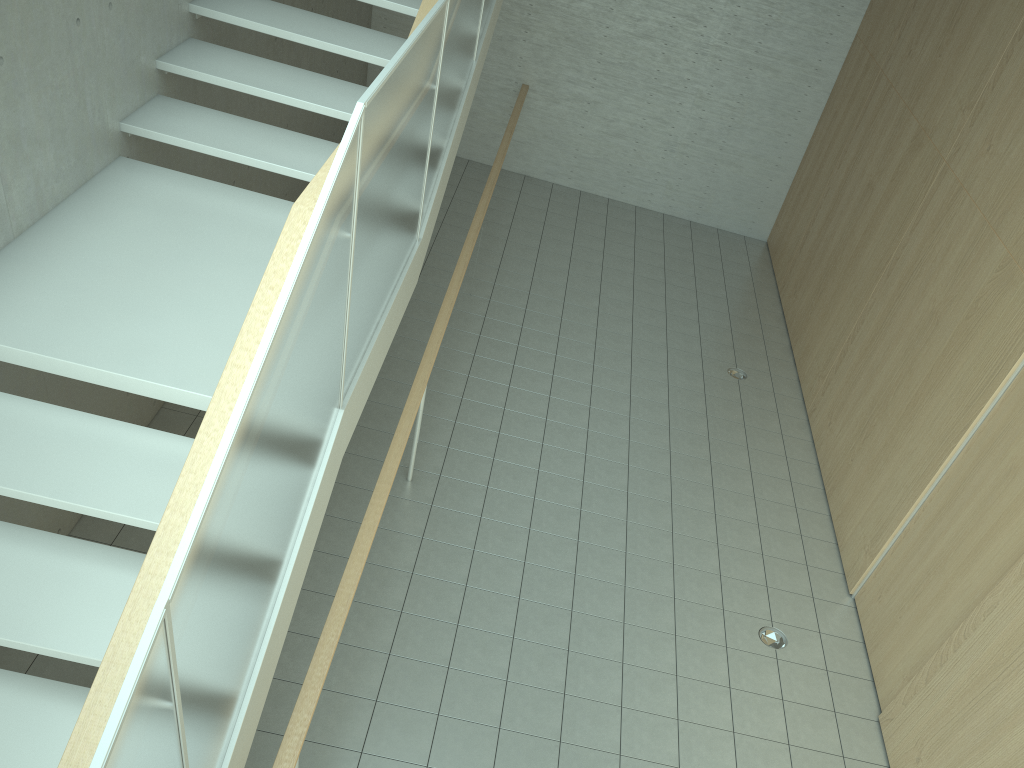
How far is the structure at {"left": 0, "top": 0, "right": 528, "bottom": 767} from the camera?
1.94m

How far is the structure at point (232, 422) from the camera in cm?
194

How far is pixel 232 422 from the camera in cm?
194
